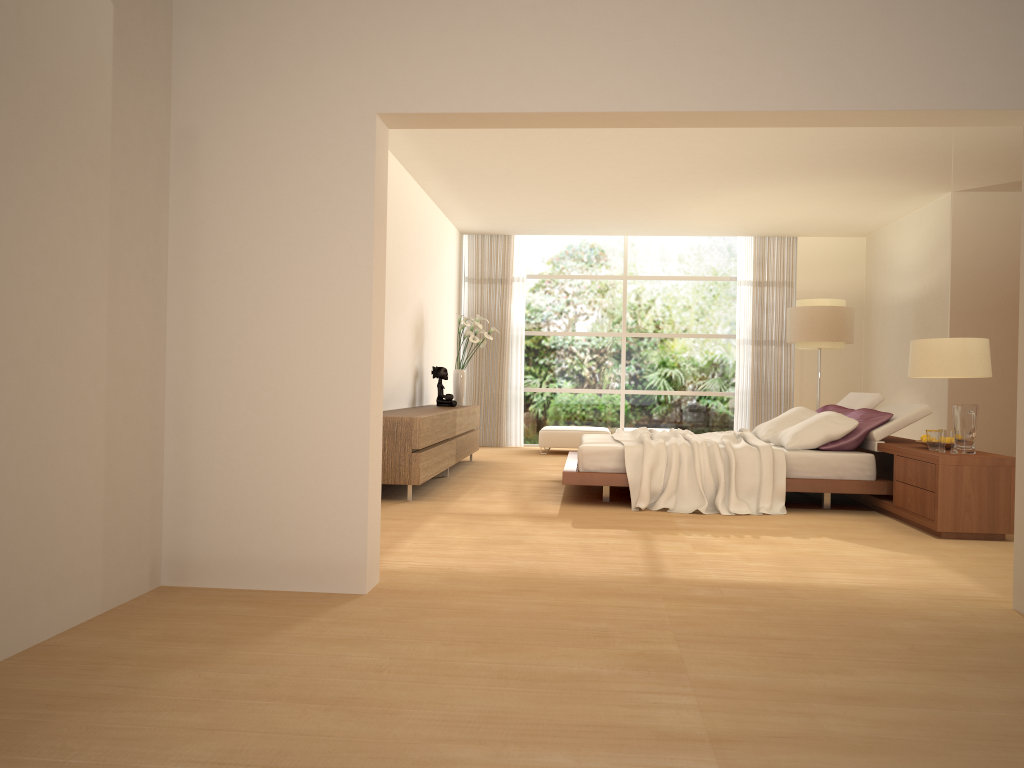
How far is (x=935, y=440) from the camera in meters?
6.1

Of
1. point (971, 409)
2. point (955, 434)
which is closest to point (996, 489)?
point (955, 434)

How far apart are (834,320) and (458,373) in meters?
4.4

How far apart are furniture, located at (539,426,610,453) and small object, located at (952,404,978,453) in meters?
6.1 m

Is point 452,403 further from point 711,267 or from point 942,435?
point 942,435

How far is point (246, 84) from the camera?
4.0 meters

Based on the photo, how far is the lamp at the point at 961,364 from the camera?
5.0 meters

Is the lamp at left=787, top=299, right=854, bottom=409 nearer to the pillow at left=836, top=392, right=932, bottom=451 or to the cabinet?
the pillow at left=836, top=392, right=932, bottom=451

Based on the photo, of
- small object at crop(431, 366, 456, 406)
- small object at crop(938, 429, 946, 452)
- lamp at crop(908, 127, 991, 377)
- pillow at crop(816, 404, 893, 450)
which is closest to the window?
small object at crop(431, 366, 456, 406)

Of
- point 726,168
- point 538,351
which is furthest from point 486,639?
point 538,351
